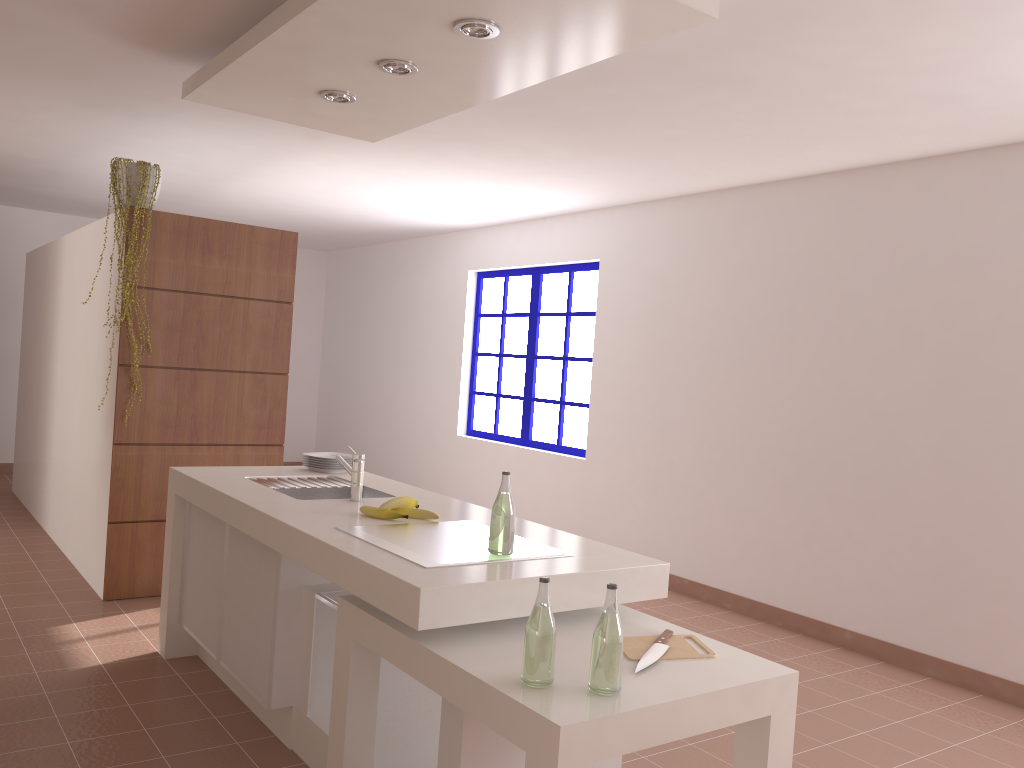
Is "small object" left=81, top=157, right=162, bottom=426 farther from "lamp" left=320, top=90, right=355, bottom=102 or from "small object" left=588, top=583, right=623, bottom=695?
"small object" left=588, top=583, right=623, bottom=695

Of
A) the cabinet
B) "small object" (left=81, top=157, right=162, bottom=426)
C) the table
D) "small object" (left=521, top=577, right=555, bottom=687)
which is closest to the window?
"small object" (left=81, top=157, right=162, bottom=426)

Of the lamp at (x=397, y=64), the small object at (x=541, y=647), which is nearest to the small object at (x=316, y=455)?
the lamp at (x=397, y=64)

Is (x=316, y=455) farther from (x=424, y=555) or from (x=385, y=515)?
(x=424, y=555)

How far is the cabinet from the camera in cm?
224

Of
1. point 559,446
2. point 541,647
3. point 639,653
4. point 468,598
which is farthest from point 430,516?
point 559,446

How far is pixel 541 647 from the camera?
1.9m

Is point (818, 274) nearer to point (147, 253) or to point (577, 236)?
point (577, 236)

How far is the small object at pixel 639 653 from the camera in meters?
2.2

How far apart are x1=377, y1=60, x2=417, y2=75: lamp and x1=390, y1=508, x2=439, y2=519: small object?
1.5m
